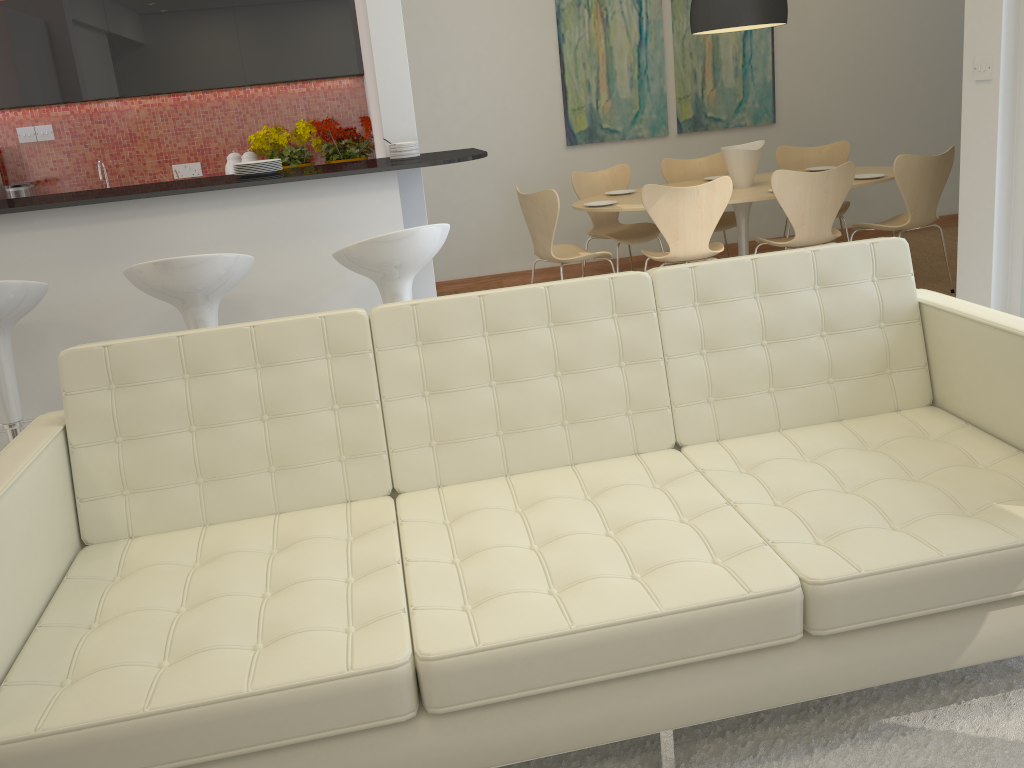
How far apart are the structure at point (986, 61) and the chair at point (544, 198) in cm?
214

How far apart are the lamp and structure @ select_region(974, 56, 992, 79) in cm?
144

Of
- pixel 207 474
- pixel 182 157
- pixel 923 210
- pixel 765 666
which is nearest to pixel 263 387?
pixel 207 474

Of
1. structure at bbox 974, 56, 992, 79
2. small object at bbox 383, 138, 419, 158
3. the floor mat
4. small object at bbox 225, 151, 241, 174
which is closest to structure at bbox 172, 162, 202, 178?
small object at bbox 225, 151, 241, 174

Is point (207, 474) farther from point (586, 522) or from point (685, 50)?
point (685, 50)

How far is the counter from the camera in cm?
337

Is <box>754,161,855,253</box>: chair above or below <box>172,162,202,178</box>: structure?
below

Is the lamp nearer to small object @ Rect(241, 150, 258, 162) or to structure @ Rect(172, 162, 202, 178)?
small object @ Rect(241, 150, 258, 162)

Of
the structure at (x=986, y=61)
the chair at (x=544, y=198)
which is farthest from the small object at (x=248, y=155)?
the structure at (x=986, y=61)

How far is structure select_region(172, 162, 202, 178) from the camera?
6.34m
